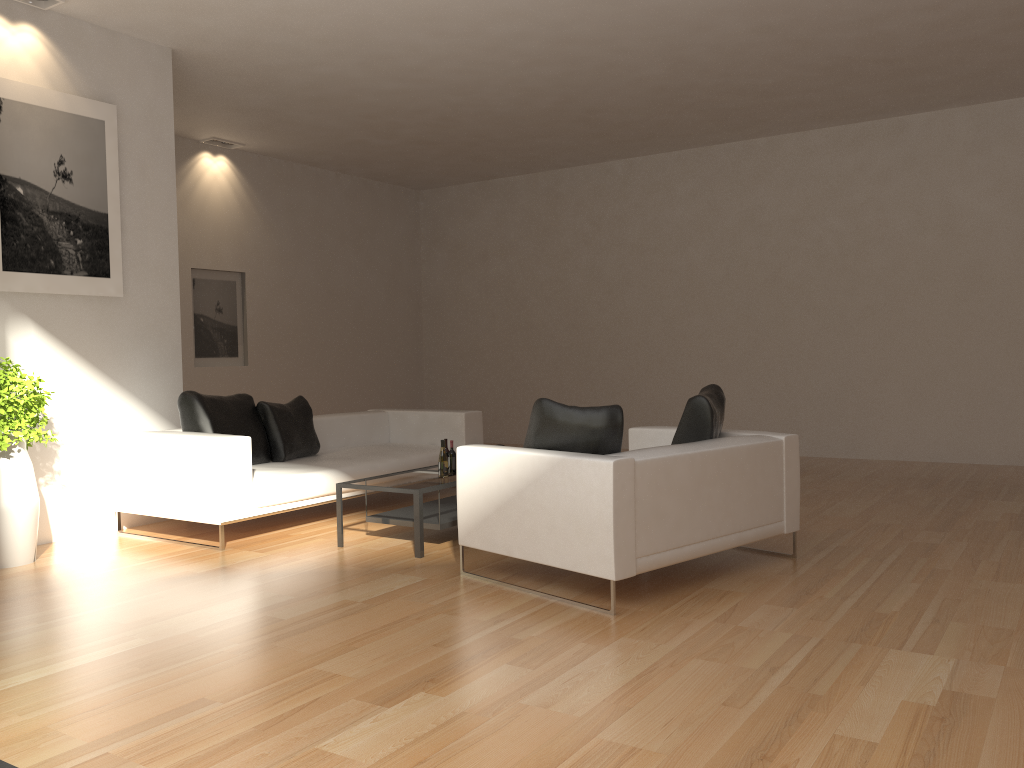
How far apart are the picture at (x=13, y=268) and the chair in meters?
3.3

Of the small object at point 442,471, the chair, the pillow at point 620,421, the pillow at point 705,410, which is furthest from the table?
the pillow at point 705,410

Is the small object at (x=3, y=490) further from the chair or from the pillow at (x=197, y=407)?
the chair

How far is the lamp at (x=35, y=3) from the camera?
6.1m

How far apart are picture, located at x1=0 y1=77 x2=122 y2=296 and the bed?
1.1 meters

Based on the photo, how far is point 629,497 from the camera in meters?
4.3

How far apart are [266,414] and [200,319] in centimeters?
361cm

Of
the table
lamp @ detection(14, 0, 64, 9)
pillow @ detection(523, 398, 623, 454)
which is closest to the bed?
the table

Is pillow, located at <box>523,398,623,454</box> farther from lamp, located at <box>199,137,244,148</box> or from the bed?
lamp, located at <box>199,137,244,148</box>

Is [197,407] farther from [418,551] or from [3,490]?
[418,551]
